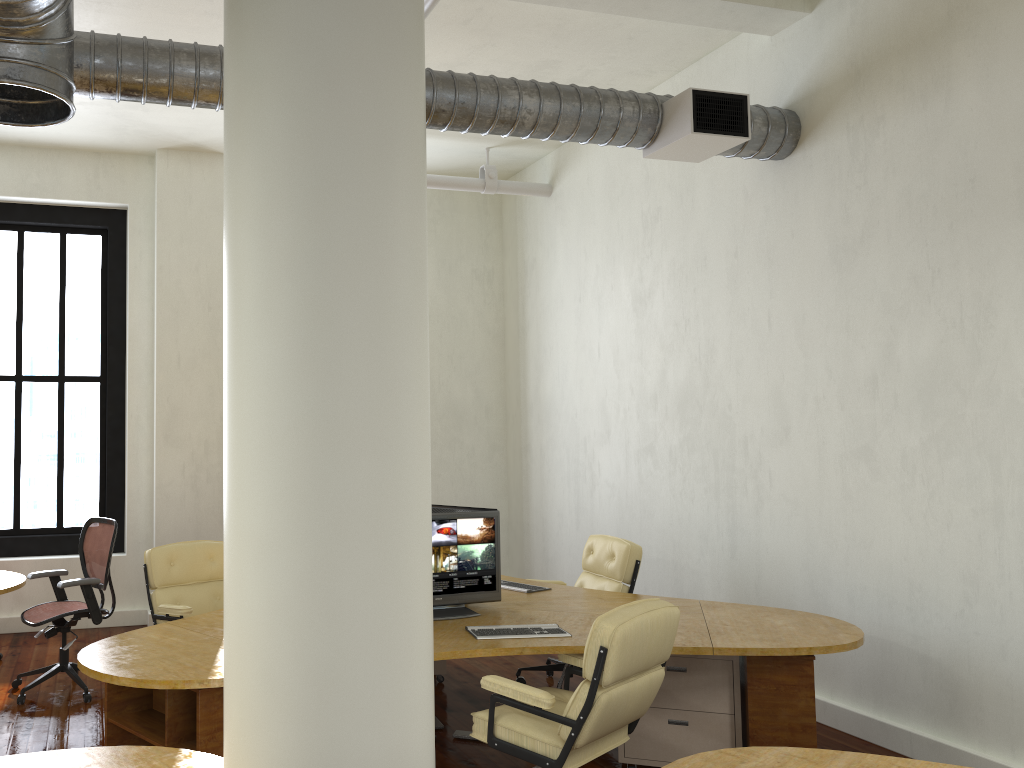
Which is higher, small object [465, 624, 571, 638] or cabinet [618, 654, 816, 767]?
small object [465, 624, 571, 638]

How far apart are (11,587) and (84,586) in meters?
0.5 m

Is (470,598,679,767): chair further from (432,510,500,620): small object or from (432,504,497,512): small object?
(432,504,497,512): small object

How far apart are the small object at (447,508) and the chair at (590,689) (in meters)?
1.40

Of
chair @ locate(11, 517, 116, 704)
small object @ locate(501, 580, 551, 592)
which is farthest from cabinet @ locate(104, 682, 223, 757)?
small object @ locate(501, 580, 551, 592)

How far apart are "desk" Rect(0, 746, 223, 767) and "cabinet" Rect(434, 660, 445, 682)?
3.7 meters

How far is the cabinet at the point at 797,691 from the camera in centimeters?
411cm

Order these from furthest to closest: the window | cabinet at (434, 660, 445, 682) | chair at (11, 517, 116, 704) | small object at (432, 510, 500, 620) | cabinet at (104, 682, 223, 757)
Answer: the window
cabinet at (434, 660, 445, 682)
chair at (11, 517, 116, 704)
small object at (432, 510, 500, 620)
cabinet at (104, 682, 223, 757)

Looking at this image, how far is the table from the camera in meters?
5.9

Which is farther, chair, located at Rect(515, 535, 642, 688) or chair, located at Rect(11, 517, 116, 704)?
chair, located at Rect(11, 517, 116, 704)
